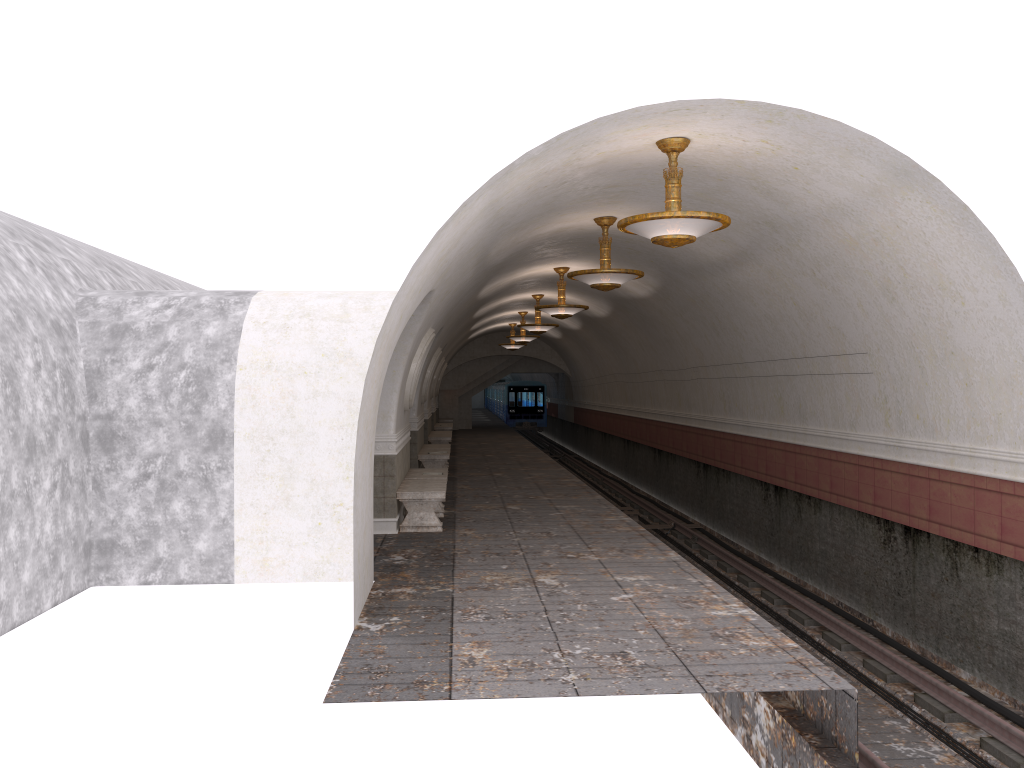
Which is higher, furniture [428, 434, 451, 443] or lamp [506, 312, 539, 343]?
lamp [506, 312, 539, 343]

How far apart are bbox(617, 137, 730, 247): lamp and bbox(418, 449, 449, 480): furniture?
9.66m

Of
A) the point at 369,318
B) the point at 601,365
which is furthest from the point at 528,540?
the point at 601,365

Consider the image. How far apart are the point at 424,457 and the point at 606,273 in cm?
708

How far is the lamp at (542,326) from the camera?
20.86m

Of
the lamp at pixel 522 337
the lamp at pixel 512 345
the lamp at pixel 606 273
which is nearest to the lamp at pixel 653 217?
the lamp at pixel 606 273

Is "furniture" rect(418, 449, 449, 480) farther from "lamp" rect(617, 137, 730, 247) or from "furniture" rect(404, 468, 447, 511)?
"lamp" rect(617, 137, 730, 247)

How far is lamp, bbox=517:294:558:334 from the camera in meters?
20.9 m

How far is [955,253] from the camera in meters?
7.5 m

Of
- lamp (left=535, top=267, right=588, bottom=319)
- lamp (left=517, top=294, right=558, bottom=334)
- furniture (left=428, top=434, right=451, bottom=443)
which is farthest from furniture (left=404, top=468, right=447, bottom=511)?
furniture (left=428, top=434, right=451, bottom=443)
